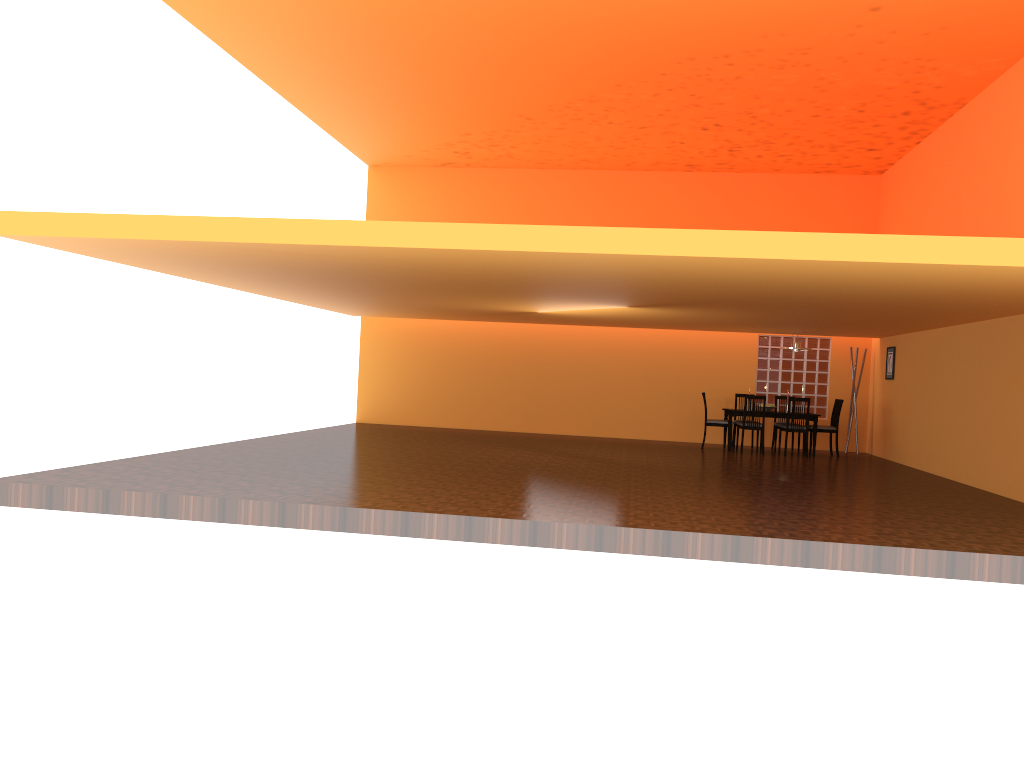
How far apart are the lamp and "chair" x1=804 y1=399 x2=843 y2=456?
0.97m

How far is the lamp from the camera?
12.3 meters

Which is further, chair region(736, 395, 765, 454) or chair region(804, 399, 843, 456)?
chair region(804, 399, 843, 456)

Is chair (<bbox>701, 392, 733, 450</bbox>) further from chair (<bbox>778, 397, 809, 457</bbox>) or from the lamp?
the lamp

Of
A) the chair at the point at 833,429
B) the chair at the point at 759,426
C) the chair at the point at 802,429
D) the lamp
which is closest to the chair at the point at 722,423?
the chair at the point at 759,426

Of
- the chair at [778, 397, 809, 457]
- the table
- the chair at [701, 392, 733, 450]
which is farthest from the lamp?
the chair at [701, 392, 733, 450]

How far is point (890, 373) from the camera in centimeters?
1228cm

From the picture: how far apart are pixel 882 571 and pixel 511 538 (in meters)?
2.27

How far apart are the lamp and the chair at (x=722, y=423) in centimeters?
142cm

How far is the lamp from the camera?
12.27m
